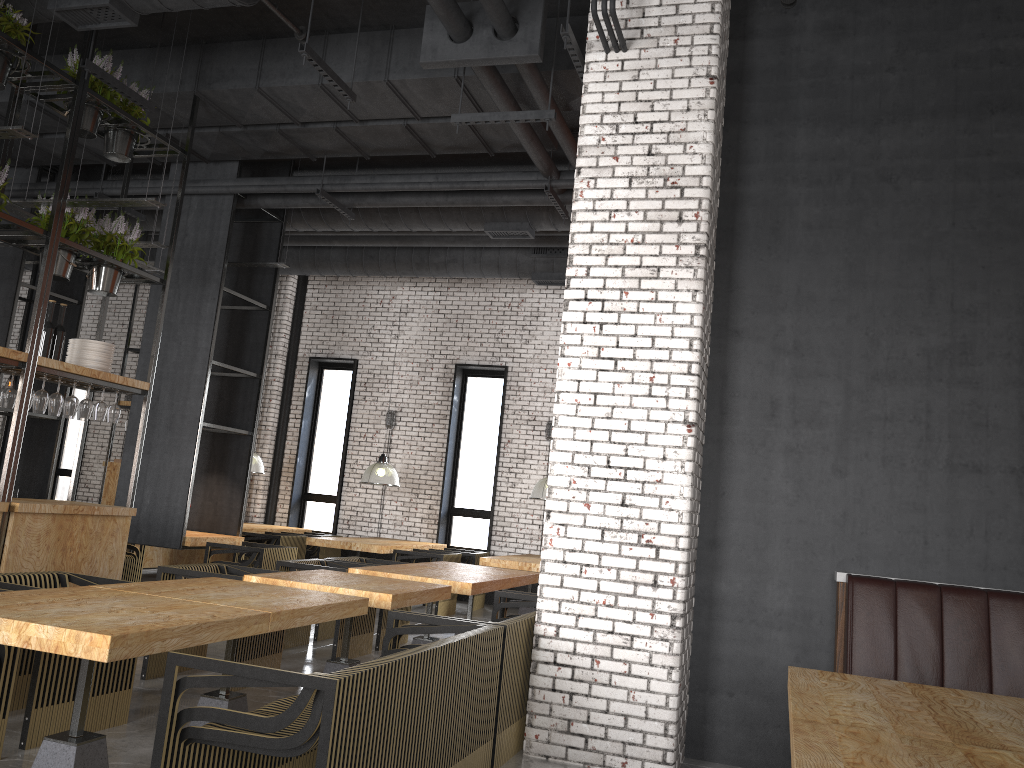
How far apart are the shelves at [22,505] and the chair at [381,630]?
1.82m

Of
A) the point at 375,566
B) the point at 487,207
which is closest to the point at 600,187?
the point at 375,566

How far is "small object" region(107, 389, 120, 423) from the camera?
6.9m

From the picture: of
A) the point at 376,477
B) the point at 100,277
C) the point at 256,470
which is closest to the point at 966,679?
the point at 100,277

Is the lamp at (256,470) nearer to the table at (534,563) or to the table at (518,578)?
the table at (534,563)

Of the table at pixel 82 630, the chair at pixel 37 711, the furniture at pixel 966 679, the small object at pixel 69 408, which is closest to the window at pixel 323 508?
the small object at pixel 69 408

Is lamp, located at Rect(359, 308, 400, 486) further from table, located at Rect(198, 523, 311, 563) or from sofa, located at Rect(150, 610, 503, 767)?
sofa, located at Rect(150, 610, 503, 767)

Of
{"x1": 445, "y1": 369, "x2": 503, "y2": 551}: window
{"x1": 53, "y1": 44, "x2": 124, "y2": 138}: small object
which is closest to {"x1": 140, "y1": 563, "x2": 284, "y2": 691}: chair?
{"x1": 53, "y1": 44, "x2": 124, "y2": 138}: small object

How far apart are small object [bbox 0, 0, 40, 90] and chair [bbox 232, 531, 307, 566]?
6.4 meters

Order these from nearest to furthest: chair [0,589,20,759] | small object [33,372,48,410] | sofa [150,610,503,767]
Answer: sofa [150,610,503,767] → chair [0,589,20,759] → small object [33,372,48,410]
